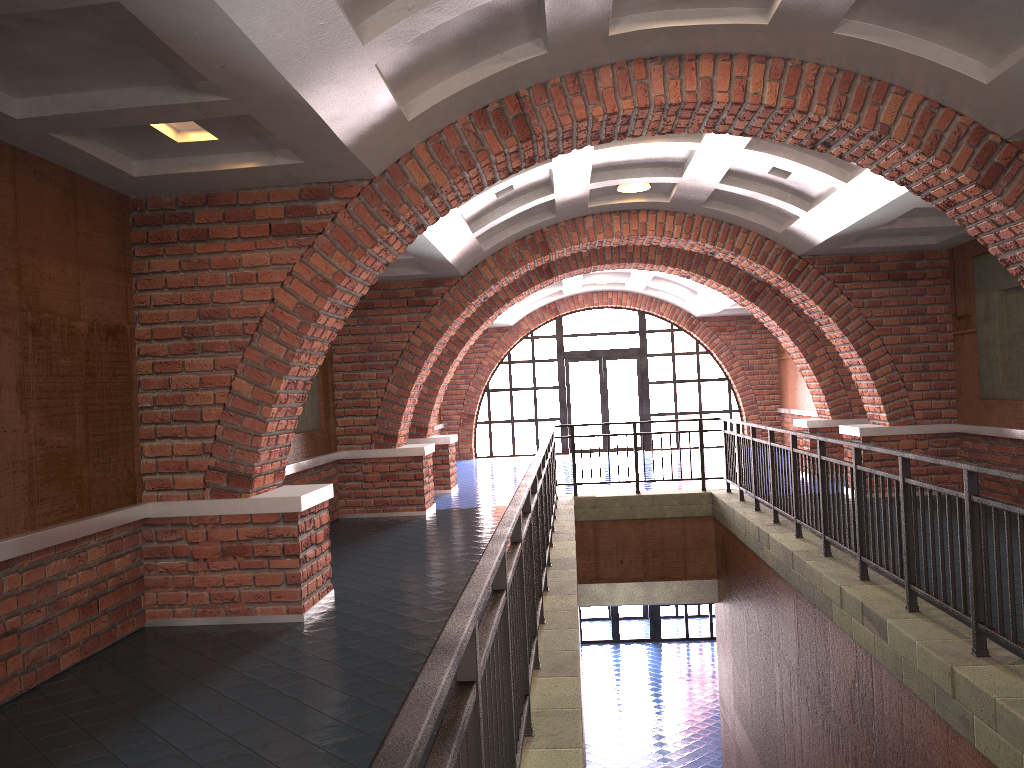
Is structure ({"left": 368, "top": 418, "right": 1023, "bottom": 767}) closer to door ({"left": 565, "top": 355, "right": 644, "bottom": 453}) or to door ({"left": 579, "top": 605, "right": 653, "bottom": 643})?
door ({"left": 565, "top": 355, "right": 644, "bottom": 453})

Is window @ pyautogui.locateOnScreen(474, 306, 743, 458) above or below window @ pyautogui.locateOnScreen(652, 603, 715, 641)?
above

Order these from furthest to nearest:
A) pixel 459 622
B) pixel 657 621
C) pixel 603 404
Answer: pixel 603 404 → pixel 657 621 → pixel 459 622

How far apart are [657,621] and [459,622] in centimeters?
1975cm

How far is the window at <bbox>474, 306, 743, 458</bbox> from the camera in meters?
20.6

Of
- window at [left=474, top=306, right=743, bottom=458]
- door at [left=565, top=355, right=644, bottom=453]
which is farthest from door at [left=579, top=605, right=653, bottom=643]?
window at [left=474, top=306, right=743, bottom=458]

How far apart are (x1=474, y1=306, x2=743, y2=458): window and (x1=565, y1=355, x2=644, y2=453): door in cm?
26

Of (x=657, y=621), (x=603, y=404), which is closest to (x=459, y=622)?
(x=603, y=404)

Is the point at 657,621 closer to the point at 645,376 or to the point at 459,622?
the point at 645,376

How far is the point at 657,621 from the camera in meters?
20.5 m
